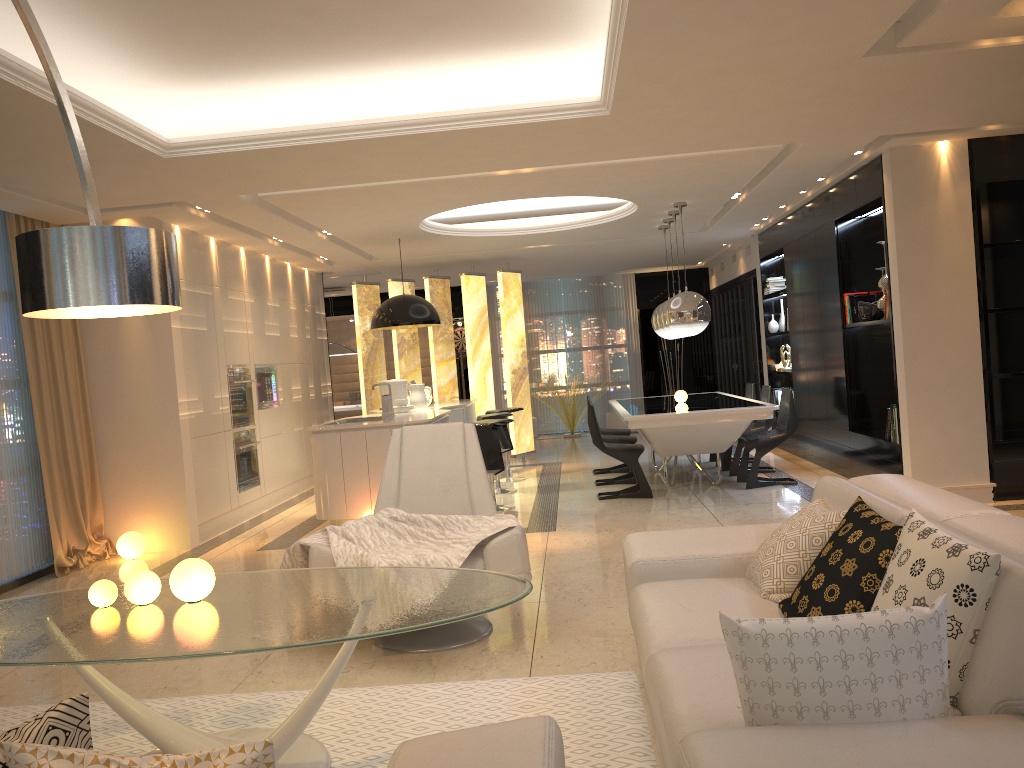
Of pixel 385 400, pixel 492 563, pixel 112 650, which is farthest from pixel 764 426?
pixel 112 650

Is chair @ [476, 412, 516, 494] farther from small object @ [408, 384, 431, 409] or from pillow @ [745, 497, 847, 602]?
pillow @ [745, 497, 847, 602]

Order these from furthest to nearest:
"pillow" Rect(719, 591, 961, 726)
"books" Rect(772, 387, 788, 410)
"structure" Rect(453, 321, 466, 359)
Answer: "structure" Rect(453, 321, 466, 359) → "books" Rect(772, 387, 788, 410) → "pillow" Rect(719, 591, 961, 726)

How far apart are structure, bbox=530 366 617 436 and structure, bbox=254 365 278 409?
5.9m

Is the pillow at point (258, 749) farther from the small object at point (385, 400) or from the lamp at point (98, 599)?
the small object at point (385, 400)

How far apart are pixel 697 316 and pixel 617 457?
1.46m

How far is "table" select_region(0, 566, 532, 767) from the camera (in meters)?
2.47

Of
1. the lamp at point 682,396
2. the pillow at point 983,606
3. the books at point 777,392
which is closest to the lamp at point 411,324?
the lamp at point 682,396

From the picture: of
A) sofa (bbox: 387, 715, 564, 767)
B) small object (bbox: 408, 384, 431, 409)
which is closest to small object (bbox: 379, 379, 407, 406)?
small object (bbox: 408, 384, 431, 409)

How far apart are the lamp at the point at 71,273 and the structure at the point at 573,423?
11.8 meters
